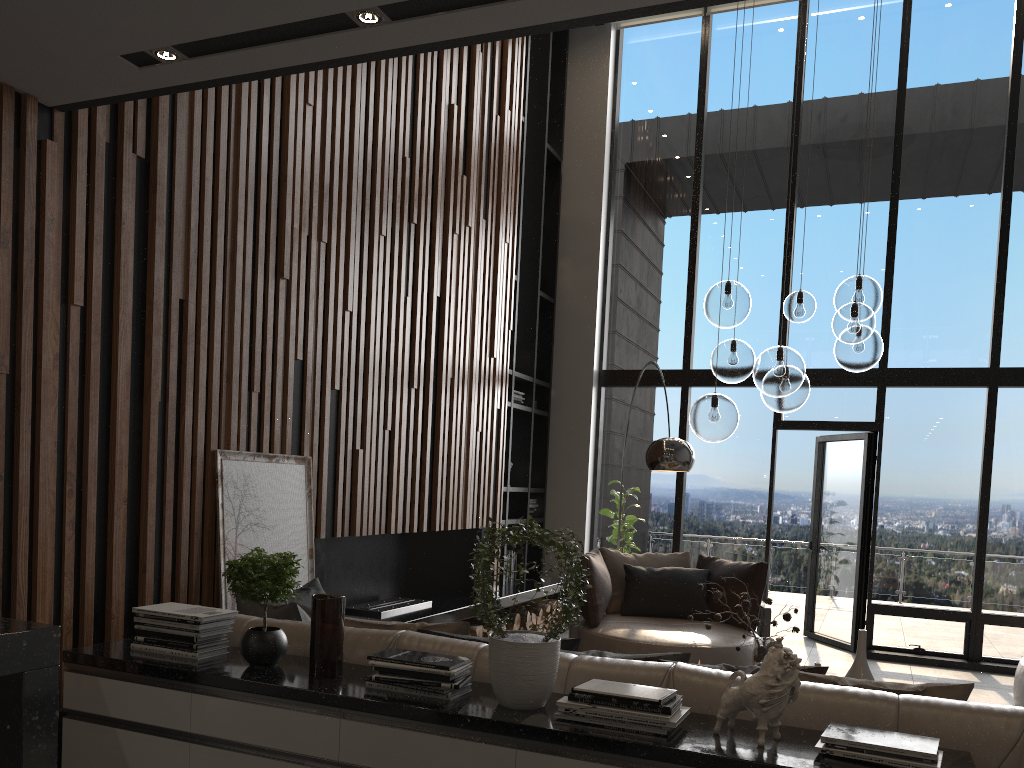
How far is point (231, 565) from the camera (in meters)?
2.81

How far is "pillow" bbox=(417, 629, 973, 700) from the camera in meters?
2.5 m

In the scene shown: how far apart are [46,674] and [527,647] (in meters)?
1.55

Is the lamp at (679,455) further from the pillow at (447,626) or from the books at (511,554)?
the books at (511,554)

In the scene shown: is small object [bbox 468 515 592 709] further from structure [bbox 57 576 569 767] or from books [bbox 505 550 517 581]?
books [bbox 505 550 517 581]

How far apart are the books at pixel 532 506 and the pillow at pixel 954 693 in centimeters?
531cm

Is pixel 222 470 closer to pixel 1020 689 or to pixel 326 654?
pixel 326 654

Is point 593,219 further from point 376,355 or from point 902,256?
point 376,355

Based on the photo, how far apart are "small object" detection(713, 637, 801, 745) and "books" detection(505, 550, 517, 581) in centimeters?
568cm

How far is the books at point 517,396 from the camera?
8.03m
